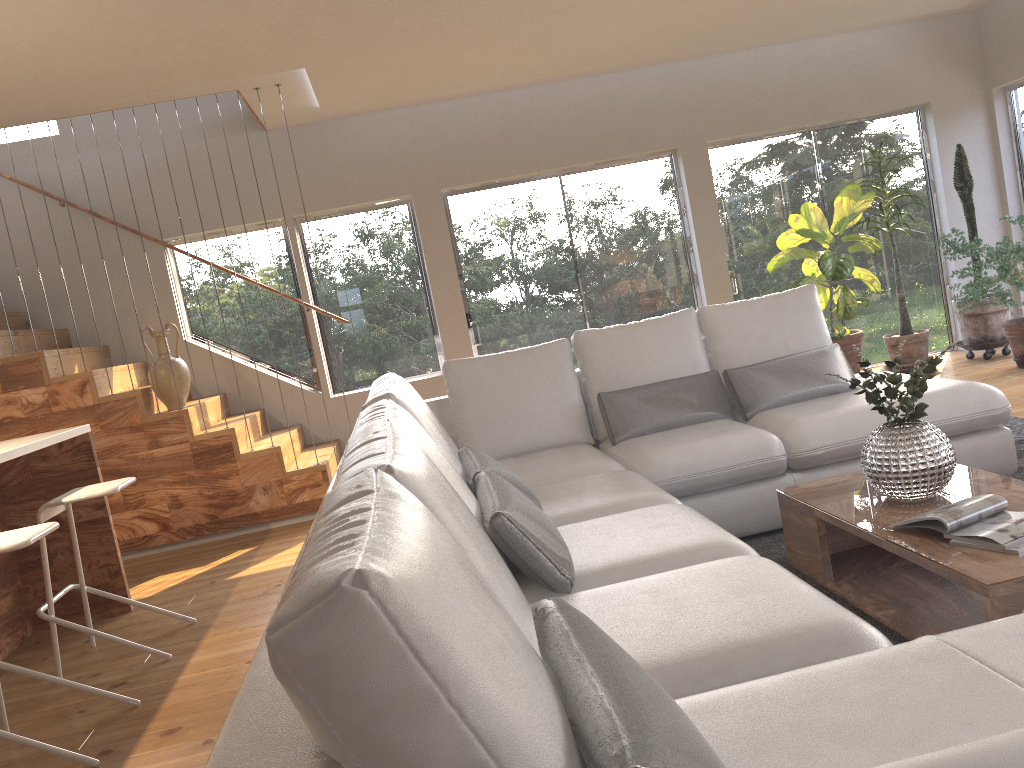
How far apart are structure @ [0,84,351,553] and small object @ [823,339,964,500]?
3.74m

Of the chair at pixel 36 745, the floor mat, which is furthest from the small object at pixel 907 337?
the chair at pixel 36 745

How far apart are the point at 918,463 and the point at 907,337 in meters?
4.5

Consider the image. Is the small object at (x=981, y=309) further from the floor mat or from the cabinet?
the cabinet

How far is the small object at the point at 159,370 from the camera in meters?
5.7 m

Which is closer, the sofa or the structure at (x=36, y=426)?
the sofa

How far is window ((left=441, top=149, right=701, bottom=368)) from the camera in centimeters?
722cm

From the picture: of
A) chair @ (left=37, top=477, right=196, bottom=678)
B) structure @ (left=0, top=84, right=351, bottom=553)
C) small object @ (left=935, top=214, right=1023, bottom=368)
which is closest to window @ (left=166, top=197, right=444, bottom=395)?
structure @ (left=0, top=84, right=351, bottom=553)

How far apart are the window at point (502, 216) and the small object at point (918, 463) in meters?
4.4

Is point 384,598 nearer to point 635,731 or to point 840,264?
point 635,731
